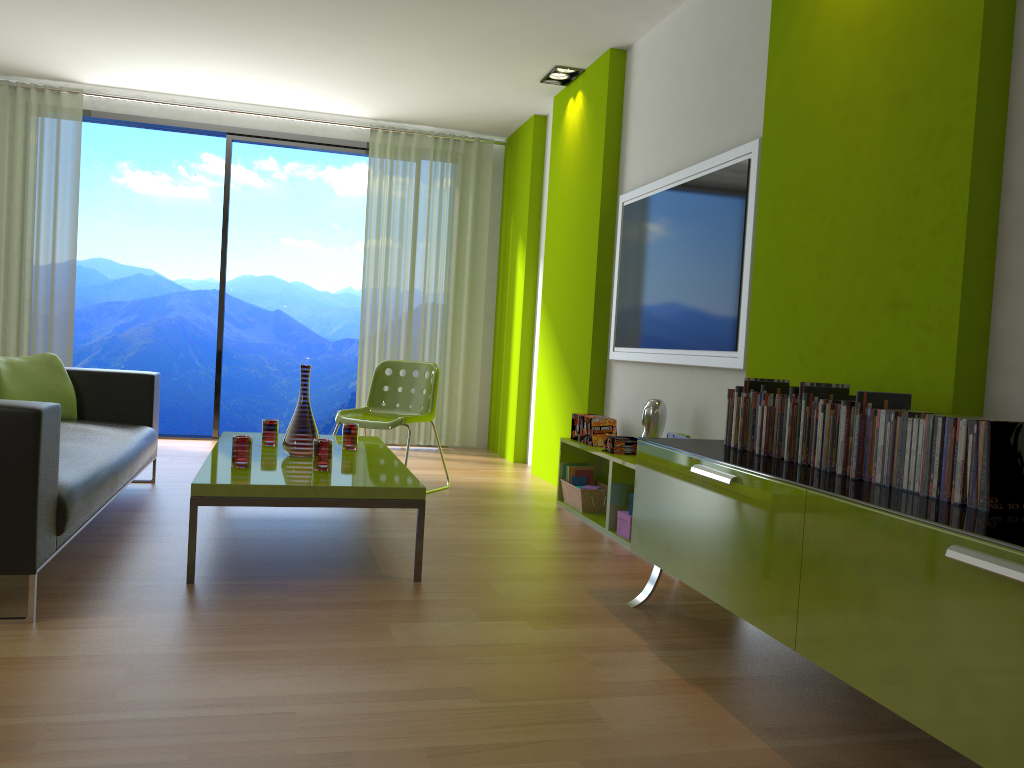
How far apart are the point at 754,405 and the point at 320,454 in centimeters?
166cm

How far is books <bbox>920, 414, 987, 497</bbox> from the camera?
2.1 meters

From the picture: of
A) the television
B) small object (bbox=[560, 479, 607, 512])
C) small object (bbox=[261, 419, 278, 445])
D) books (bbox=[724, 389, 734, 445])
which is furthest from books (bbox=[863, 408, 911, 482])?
small object (bbox=[261, 419, 278, 445])

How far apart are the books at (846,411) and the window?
→ 5.6m

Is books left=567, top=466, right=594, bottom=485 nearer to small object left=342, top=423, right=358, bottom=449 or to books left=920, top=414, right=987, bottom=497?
small object left=342, top=423, right=358, bottom=449

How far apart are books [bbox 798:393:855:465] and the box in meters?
1.6

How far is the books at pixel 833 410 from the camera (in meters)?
2.45

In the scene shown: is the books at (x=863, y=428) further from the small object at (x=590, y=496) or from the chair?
the chair

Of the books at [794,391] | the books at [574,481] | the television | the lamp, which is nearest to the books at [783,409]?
the books at [794,391]

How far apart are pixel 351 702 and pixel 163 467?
3.9 meters
